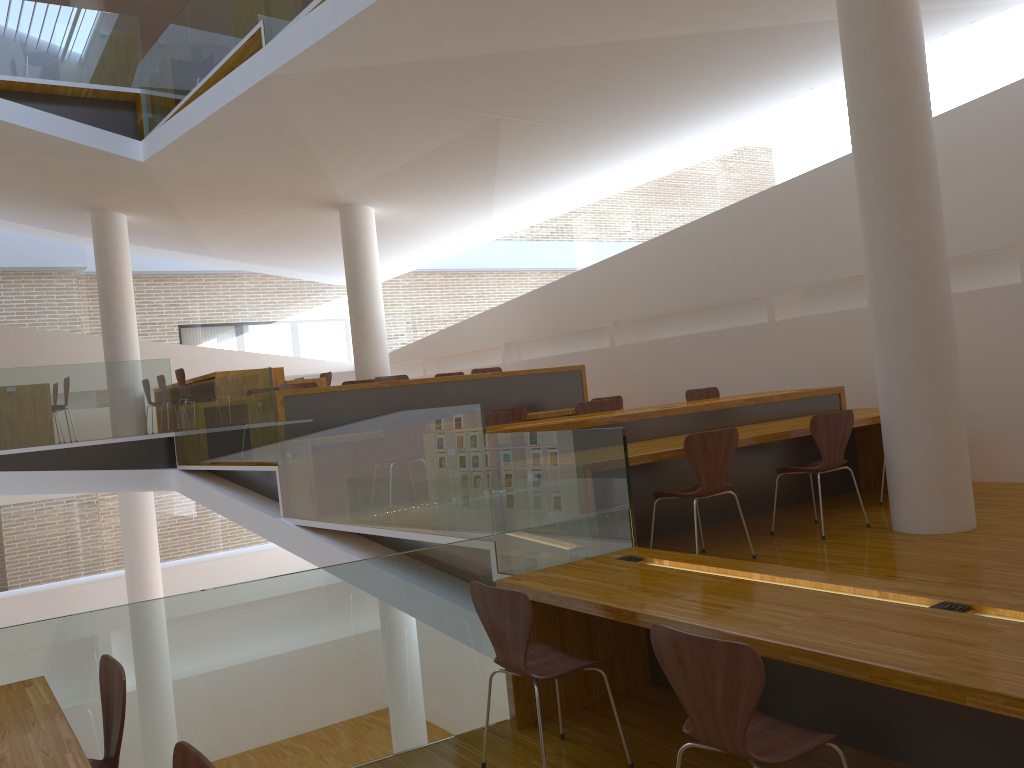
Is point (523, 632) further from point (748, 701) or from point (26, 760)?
point (26, 760)

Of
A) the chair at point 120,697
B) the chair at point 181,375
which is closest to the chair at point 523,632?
the chair at point 120,697

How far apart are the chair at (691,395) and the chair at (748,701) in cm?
491

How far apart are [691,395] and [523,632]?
4.64m

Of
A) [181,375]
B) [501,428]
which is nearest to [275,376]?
[181,375]

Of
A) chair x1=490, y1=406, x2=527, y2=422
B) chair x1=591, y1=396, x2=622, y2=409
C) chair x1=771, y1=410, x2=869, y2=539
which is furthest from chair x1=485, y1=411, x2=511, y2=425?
chair x1=591, y1=396, x2=622, y2=409

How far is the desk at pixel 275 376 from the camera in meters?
10.0

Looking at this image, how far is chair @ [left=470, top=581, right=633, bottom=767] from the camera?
3.0 meters

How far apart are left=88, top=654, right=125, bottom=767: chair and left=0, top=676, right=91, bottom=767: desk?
0.13m

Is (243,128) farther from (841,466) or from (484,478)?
(841,466)
